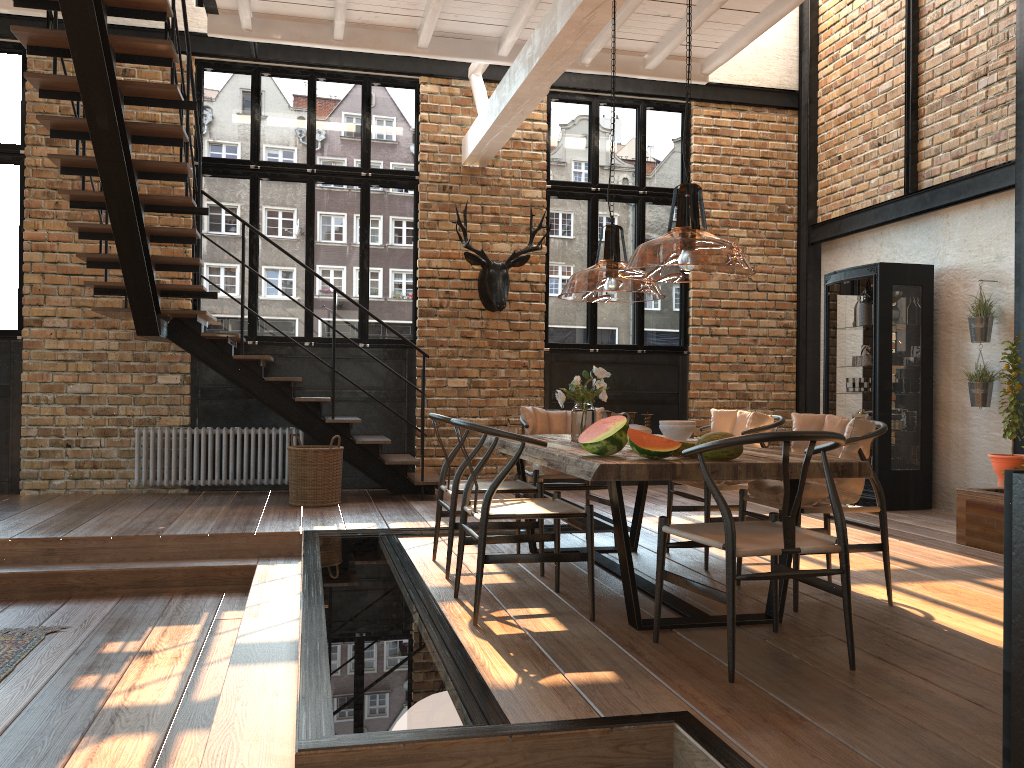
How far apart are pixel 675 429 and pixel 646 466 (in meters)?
0.88

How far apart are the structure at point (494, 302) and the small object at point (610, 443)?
4.8m

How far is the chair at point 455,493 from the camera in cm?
466

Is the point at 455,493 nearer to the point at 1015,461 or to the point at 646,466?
the point at 646,466

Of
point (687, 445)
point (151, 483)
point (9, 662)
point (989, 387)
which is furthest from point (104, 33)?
point (989, 387)

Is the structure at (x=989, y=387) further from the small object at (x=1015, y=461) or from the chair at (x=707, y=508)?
the chair at (x=707, y=508)

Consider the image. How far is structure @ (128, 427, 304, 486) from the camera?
8.1 meters

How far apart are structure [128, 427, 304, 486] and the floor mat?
3.44m

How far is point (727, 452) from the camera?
3.59m

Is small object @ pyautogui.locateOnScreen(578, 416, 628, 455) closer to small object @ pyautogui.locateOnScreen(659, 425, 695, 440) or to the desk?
small object @ pyautogui.locateOnScreen(659, 425, 695, 440)
